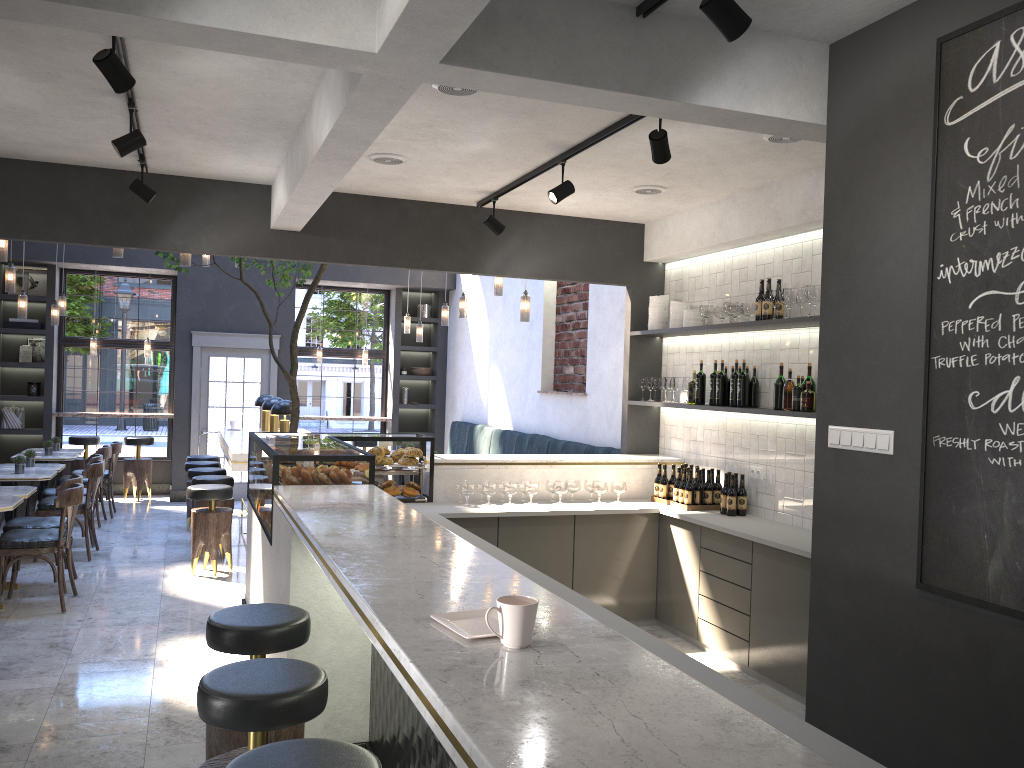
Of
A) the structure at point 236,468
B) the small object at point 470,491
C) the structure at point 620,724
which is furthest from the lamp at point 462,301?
the small object at point 470,491

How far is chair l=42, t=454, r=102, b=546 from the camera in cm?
831

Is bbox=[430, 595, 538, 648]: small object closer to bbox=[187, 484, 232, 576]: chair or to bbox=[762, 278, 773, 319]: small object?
bbox=[762, 278, 773, 319]: small object

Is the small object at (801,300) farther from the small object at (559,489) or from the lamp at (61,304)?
the lamp at (61,304)

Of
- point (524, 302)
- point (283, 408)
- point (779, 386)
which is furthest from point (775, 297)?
point (283, 408)

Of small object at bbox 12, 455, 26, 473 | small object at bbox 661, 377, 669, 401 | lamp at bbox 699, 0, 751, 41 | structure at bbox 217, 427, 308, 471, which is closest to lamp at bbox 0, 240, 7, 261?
small object at bbox 12, 455, 26, 473

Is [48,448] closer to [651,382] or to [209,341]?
[209,341]

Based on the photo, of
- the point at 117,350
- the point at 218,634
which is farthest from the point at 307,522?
the point at 117,350

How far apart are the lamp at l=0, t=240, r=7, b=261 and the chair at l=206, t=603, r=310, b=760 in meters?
4.7

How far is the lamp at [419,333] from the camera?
10.81m
